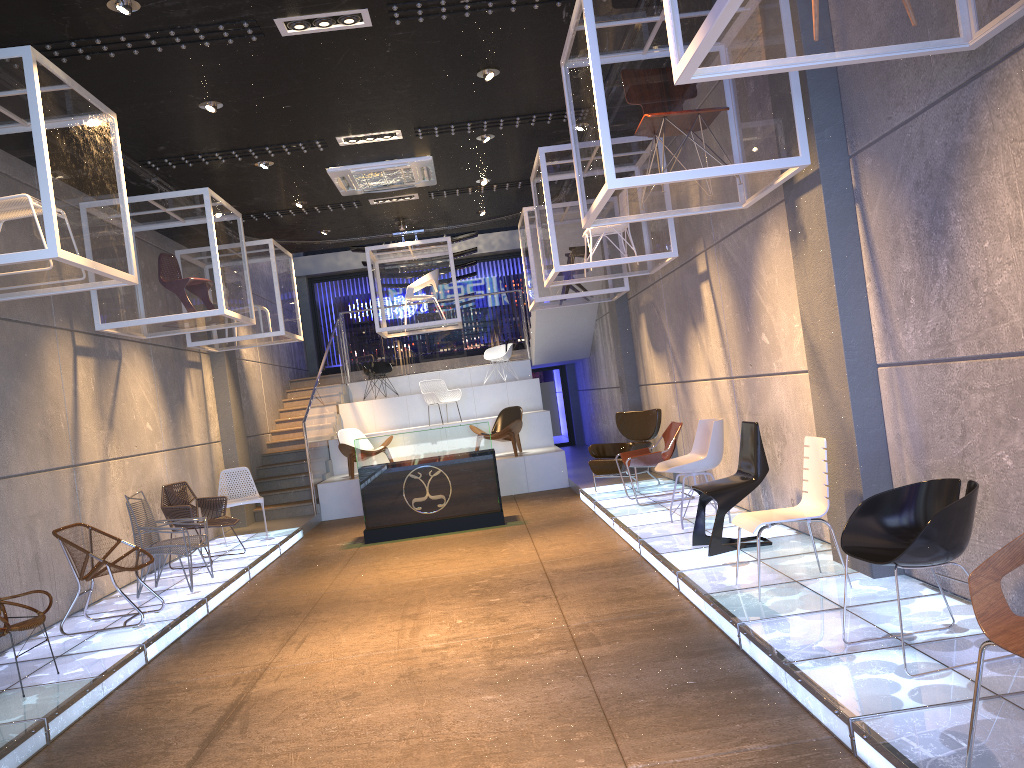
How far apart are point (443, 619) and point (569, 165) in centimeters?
447cm

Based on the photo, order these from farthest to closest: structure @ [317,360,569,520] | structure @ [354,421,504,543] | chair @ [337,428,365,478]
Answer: chair @ [337,428,365,478], structure @ [317,360,569,520], structure @ [354,421,504,543]

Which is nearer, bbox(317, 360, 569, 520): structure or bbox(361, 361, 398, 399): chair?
bbox(317, 360, 569, 520): structure

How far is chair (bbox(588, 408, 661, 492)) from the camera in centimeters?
1072cm

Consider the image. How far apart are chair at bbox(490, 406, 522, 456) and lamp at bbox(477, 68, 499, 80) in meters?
5.0 m

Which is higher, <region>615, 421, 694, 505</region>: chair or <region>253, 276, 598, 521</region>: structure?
<region>253, 276, 598, 521</region>: structure

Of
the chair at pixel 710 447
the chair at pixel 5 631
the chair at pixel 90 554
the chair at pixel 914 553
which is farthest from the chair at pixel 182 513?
the chair at pixel 914 553

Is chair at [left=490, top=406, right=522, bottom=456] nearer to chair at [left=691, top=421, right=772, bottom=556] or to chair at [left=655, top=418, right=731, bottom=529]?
chair at [left=655, top=418, right=731, bottom=529]

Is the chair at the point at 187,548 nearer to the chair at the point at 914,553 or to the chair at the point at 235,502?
the chair at the point at 235,502

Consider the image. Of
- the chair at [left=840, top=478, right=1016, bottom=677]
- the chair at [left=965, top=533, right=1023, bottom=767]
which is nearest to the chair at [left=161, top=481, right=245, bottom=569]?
the chair at [left=840, top=478, right=1016, bottom=677]
